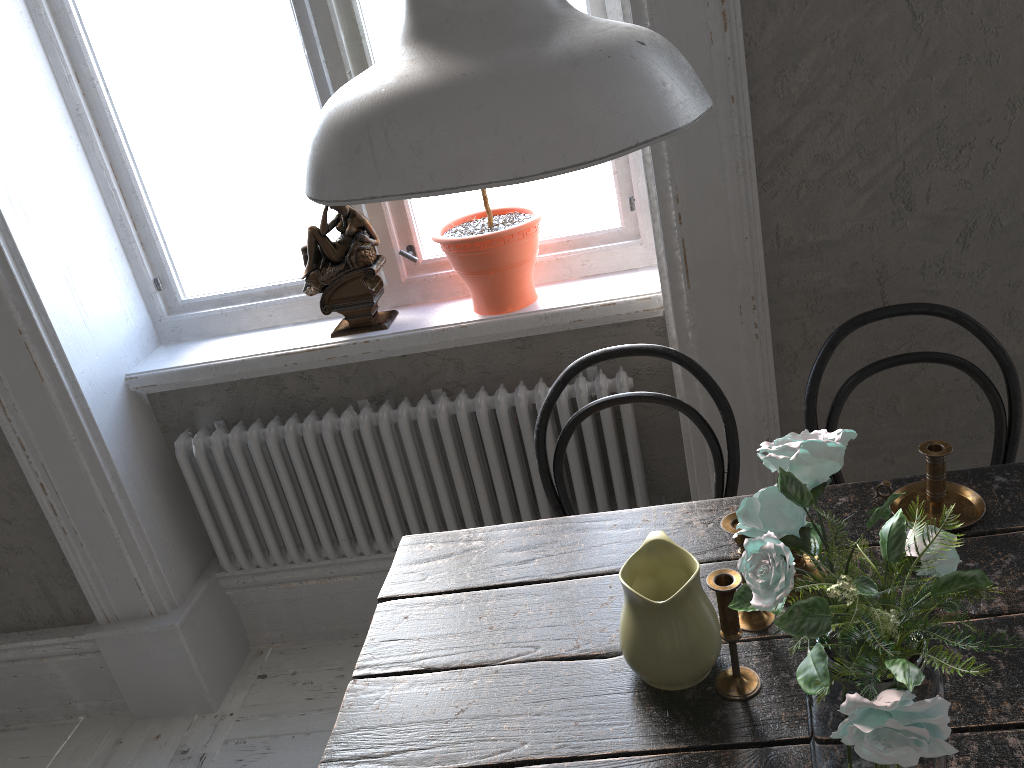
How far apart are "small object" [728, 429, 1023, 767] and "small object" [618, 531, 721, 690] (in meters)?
0.15

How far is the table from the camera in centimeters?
105cm

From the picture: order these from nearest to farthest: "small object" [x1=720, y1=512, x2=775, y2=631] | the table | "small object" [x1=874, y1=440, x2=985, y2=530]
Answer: the table, "small object" [x1=720, y1=512, x2=775, y2=631], "small object" [x1=874, y1=440, x2=985, y2=530]

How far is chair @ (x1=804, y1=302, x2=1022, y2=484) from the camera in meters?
1.6 m

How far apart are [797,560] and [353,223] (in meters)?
1.32

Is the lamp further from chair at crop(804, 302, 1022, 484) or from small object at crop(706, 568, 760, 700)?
chair at crop(804, 302, 1022, 484)

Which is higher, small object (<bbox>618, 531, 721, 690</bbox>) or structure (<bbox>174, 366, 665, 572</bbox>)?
small object (<bbox>618, 531, 721, 690</bbox>)

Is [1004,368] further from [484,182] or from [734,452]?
[484,182]

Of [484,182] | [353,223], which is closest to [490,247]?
[353,223]

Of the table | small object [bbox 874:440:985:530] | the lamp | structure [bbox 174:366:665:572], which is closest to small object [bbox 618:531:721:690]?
the table
